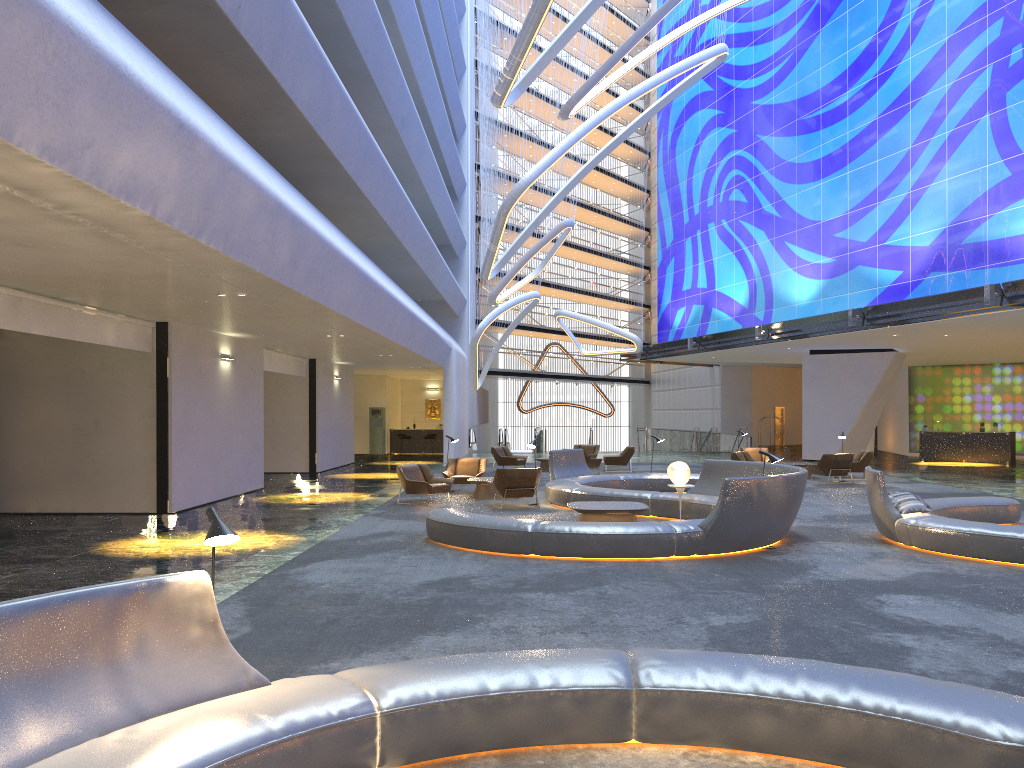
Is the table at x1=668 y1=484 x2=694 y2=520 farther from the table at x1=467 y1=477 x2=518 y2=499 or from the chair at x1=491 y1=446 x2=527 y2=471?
the chair at x1=491 y1=446 x2=527 y2=471

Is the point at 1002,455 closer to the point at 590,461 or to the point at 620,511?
the point at 590,461

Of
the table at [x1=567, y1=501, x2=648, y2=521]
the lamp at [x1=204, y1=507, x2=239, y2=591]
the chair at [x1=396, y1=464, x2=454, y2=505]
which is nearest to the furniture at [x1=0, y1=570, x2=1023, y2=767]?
the lamp at [x1=204, y1=507, x2=239, y2=591]

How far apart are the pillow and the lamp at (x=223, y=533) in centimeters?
986cm

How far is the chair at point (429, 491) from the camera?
17.05m

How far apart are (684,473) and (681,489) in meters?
0.3

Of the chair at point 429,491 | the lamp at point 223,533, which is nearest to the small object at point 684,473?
the chair at point 429,491

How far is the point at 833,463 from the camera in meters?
21.8

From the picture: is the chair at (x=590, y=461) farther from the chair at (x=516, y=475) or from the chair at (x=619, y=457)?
the chair at (x=516, y=475)

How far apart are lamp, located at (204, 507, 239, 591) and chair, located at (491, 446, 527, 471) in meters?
21.8
